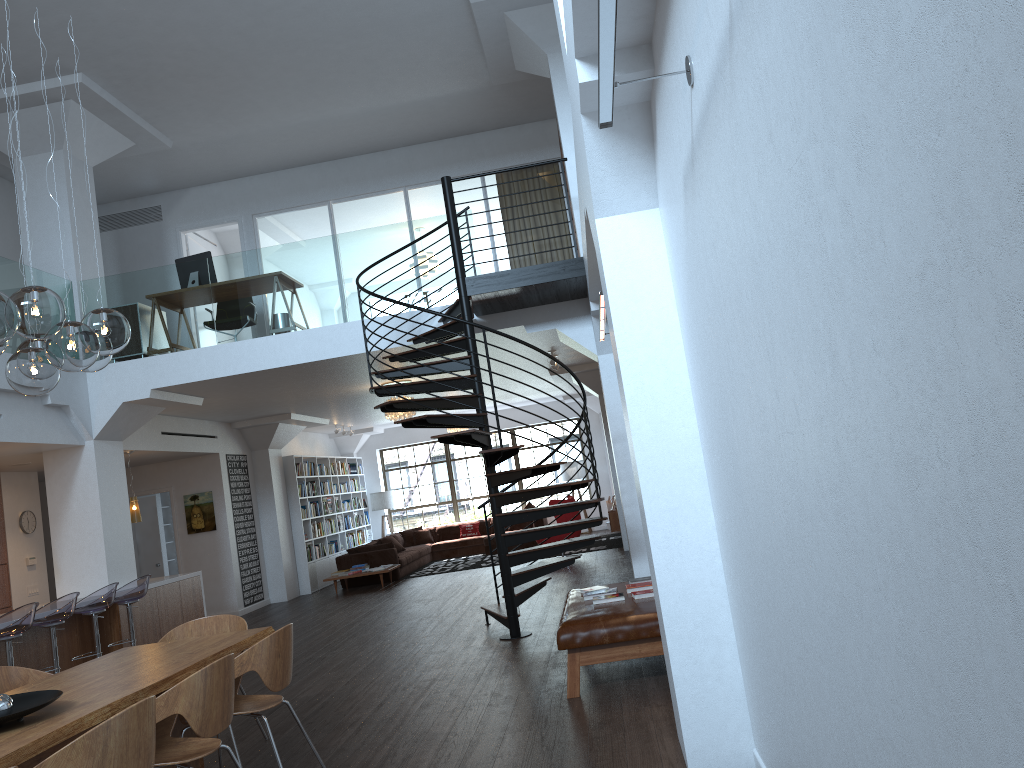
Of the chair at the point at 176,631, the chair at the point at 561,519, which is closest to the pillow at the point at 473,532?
the chair at the point at 561,519

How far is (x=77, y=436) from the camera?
9.6m

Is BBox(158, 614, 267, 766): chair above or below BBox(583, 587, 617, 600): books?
above

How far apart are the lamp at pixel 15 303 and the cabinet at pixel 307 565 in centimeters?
1089cm

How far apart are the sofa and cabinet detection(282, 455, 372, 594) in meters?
0.5

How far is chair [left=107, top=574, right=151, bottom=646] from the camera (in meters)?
8.96

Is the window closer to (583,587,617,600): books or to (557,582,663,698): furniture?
(557,582,663,698): furniture

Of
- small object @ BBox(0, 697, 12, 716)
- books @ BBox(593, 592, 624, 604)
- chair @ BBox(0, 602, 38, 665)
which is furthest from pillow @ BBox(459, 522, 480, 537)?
small object @ BBox(0, 697, 12, 716)

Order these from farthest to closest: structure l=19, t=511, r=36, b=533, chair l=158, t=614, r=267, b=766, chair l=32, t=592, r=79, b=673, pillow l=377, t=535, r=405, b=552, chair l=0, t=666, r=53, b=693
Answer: pillow l=377, t=535, r=405, b=552
structure l=19, t=511, r=36, b=533
chair l=32, t=592, r=79, b=673
chair l=158, t=614, r=267, b=766
chair l=0, t=666, r=53, b=693

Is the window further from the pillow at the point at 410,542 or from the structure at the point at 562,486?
the structure at the point at 562,486
